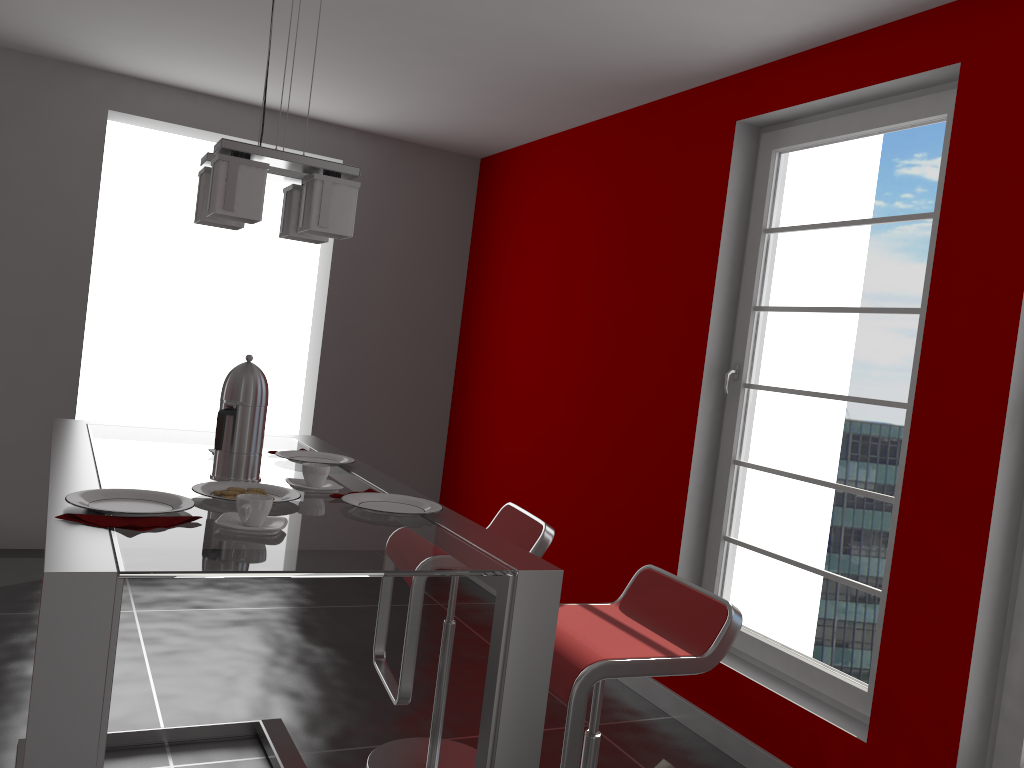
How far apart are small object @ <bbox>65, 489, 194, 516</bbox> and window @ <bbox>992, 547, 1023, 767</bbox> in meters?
2.2

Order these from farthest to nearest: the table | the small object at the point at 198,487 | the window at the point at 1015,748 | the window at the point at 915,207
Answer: the window at the point at 915,207 < the window at the point at 1015,748 < the small object at the point at 198,487 < the table

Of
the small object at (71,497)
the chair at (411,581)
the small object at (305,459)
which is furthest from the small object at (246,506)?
the chair at (411,581)

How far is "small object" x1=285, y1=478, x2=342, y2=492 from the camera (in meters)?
1.95

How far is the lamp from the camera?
1.84m

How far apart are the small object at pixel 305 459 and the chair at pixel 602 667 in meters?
0.7

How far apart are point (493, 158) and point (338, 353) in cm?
157

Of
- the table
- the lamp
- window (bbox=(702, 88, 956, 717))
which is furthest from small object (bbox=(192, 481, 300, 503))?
window (bbox=(702, 88, 956, 717))

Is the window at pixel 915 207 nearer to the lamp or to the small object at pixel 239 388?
the lamp

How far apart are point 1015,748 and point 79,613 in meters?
2.4
